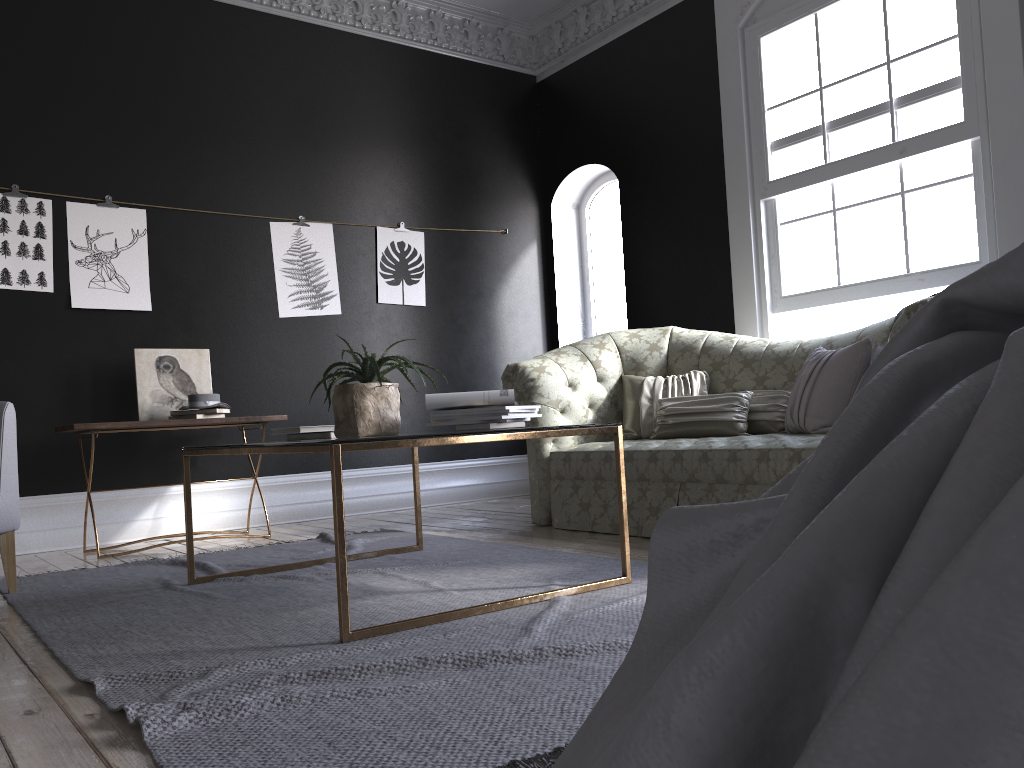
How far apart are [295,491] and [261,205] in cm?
197

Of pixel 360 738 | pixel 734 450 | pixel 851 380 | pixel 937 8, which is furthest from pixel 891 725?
pixel 937 8

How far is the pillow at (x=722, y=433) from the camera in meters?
4.6 m

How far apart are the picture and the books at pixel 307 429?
2.49m

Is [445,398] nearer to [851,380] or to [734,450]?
[734,450]

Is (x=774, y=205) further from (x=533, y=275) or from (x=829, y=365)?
(x=533, y=275)

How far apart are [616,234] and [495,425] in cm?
452

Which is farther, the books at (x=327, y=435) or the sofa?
the sofa

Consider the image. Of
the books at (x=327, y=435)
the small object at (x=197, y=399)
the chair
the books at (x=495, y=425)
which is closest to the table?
the books at (x=495, y=425)

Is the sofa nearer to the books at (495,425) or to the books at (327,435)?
the books at (495,425)
